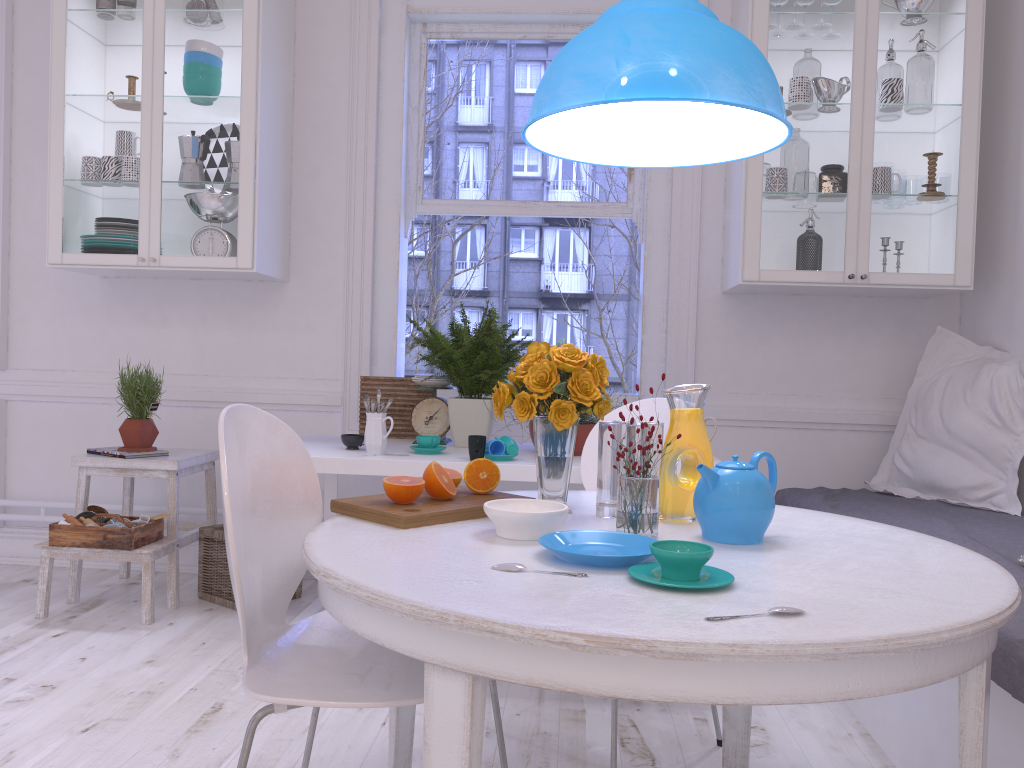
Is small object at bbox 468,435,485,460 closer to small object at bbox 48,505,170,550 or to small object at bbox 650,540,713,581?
small object at bbox 48,505,170,550

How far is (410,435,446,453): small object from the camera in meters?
2.8 m

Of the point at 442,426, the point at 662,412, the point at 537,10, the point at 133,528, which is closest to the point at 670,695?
the point at 662,412

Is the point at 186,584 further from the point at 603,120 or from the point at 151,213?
the point at 603,120

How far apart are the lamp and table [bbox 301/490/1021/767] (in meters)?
0.78

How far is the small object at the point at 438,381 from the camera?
3.2m

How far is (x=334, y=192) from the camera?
3.7 meters

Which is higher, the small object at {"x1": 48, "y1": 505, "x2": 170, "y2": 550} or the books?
the books

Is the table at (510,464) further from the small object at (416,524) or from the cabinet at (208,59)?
the small object at (416,524)

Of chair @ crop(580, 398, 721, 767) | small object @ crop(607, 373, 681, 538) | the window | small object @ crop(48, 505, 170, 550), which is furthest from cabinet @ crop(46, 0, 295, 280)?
small object @ crop(607, 373, 681, 538)
